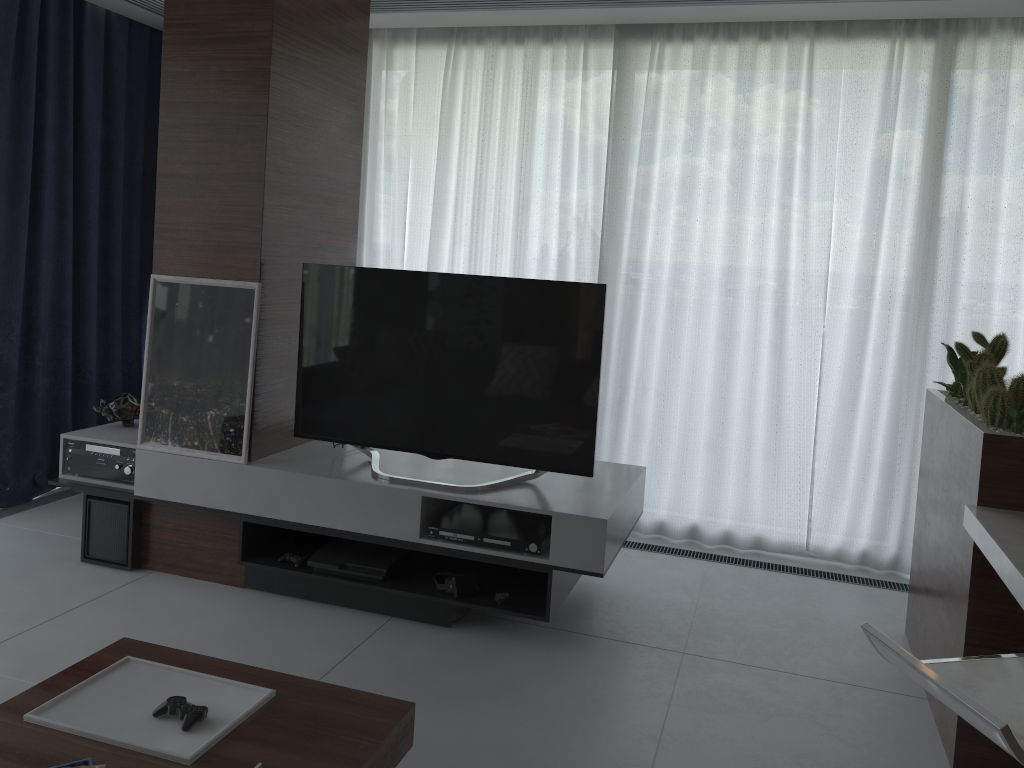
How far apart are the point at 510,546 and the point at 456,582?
0.3m

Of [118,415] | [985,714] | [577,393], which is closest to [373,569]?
[577,393]

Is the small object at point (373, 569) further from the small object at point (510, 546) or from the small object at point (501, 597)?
the small object at point (501, 597)

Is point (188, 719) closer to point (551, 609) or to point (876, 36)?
point (551, 609)

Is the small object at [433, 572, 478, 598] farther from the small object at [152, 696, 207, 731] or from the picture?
the small object at [152, 696, 207, 731]

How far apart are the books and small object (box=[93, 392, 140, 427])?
2.43m

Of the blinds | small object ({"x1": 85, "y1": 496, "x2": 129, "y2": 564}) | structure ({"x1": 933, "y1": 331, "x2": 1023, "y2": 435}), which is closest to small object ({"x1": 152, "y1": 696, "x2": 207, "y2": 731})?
small object ({"x1": 85, "y1": 496, "x2": 129, "y2": 564})

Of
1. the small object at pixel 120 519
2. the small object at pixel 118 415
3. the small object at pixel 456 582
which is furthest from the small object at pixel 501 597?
the small object at pixel 118 415

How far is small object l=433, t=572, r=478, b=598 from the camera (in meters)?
3.25

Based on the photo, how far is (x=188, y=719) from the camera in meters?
1.9
